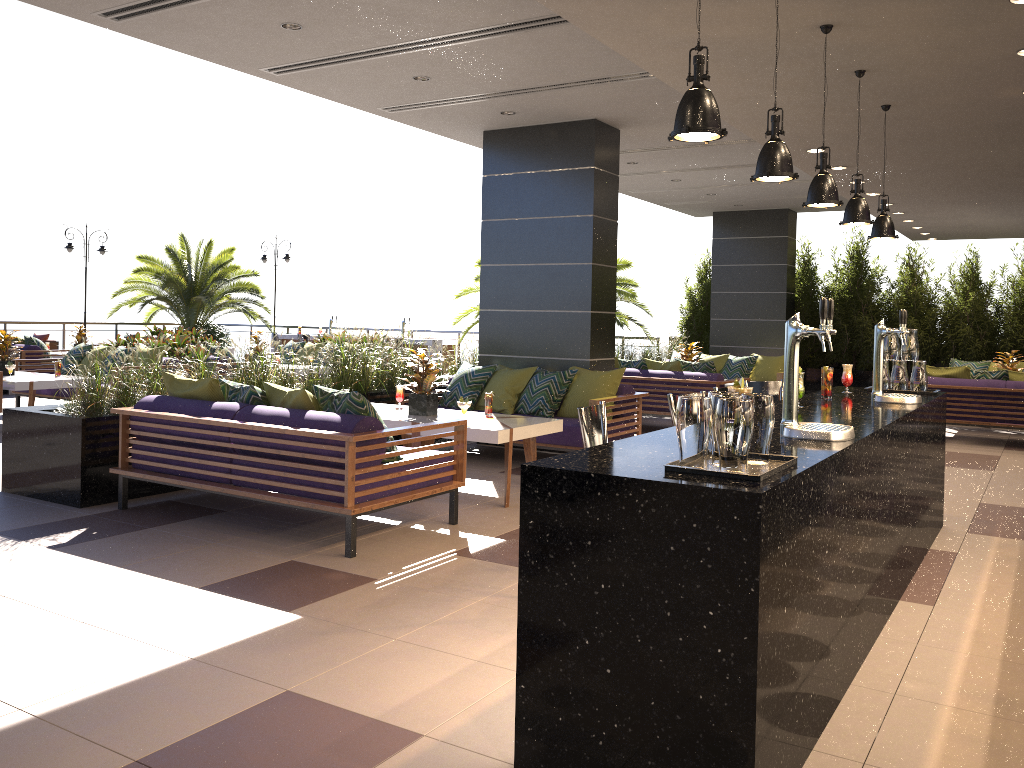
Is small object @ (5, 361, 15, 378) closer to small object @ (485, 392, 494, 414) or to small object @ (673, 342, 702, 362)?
small object @ (485, 392, 494, 414)

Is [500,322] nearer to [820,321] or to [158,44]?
[158,44]

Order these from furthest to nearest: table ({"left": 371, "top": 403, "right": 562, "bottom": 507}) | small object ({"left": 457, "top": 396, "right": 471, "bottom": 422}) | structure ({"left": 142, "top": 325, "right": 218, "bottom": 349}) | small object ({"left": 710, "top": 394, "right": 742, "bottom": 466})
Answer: structure ({"left": 142, "top": 325, "right": 218, "bottom": 349})
small object ({"left": 457, "top": 396, "right": 471, "bottom": 422})
table ({"left": 371, "top": 403, "right": 562, "bottom": 507})
small object ({"left": 710, "top": 394, "right": 742, "bottom": 466})

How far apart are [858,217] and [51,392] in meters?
9.6 m

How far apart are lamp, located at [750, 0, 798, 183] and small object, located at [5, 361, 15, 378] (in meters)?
8.87

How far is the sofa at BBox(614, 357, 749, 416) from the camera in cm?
1028

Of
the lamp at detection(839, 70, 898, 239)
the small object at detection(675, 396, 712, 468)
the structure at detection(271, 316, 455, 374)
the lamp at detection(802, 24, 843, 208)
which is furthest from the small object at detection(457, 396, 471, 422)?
the structure at detection(271, 316, 455, 374)

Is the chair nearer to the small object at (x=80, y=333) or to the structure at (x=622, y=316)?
the small object at (x=80, y=333)

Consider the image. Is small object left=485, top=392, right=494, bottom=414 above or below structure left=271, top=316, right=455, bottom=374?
below

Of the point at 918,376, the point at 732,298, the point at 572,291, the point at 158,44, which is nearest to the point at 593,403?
the point at 572,291
